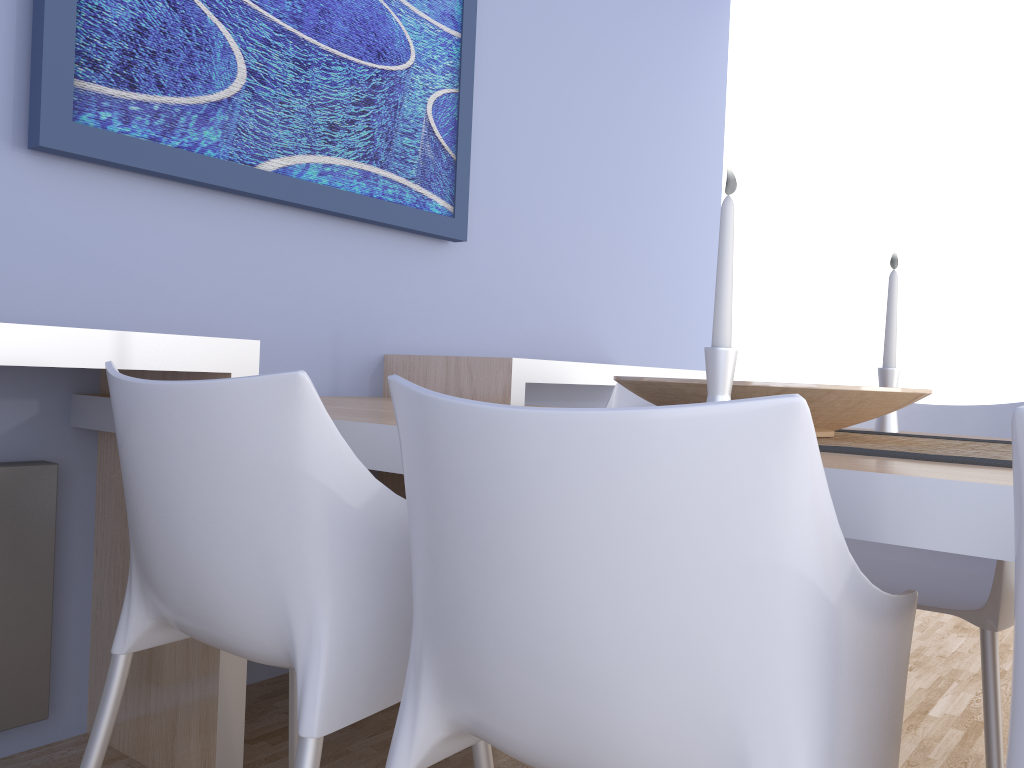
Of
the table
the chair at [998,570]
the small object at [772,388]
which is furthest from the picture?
the chair at [998,570]

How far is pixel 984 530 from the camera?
0.8m

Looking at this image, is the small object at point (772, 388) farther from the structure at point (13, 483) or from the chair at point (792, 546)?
the structure at point (13, 483)

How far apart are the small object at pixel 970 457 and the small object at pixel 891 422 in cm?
14

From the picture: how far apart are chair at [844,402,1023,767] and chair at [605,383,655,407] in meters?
0.6 m

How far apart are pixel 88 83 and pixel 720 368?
1.4m

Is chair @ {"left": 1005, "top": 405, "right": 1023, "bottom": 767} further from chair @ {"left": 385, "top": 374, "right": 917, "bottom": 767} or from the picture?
the picture

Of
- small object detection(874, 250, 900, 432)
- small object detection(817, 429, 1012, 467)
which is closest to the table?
small object detection(817, 429, 1012, 467)

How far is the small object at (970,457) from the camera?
1.06m

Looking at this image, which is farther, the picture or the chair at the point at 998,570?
the picture
